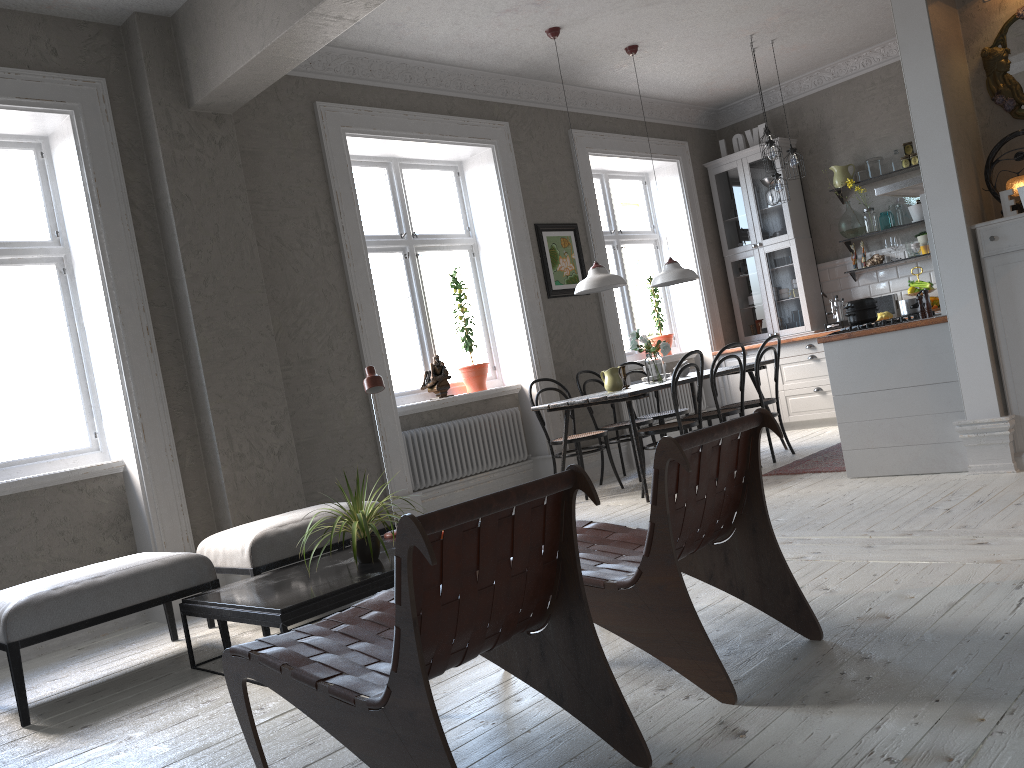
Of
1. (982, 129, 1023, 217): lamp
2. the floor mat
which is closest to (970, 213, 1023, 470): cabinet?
(982, 129, 1023, 217): lamp

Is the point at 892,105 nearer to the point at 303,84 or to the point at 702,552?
the point at 303,84

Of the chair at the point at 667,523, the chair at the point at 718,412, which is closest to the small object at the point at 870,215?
the chair at the point at 718,412

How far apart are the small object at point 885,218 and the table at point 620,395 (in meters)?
2.28

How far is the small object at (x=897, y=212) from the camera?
7.9 meters

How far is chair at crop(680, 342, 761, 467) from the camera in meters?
6.1

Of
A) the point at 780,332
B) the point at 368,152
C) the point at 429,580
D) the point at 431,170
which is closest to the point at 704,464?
the point at 429,580

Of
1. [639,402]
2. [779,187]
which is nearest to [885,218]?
[779,187]

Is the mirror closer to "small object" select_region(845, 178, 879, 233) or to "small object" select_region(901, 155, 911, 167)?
"small object" select_region(901, 155, 911, 167)

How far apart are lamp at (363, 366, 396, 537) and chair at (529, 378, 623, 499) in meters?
2.3 m
